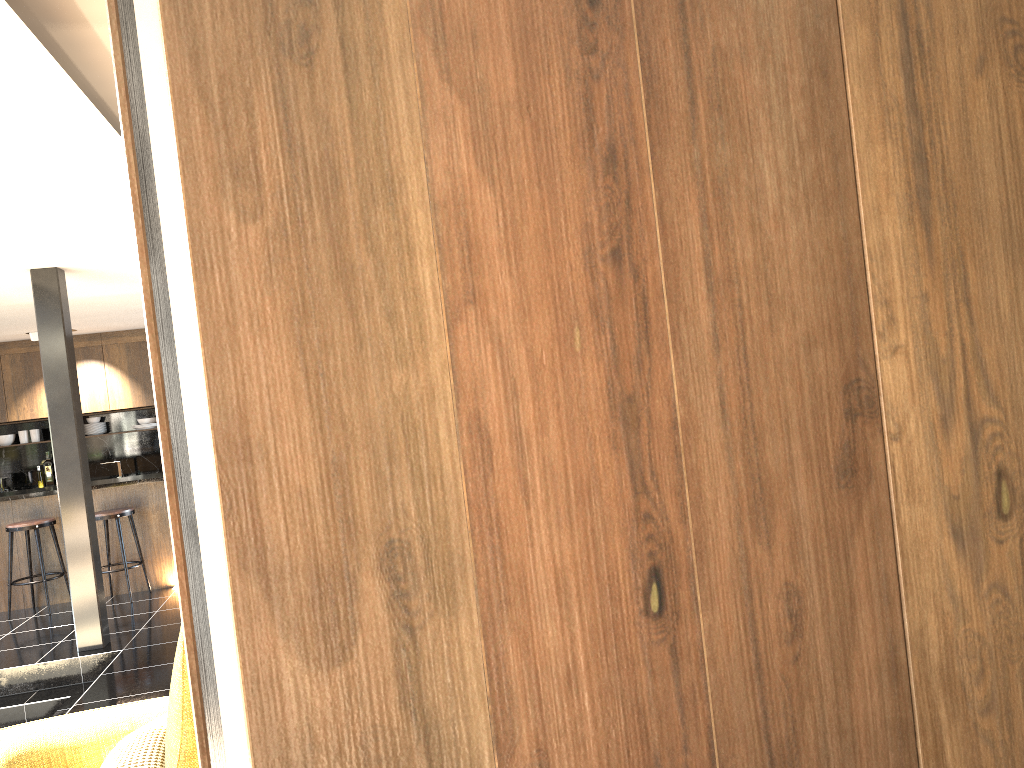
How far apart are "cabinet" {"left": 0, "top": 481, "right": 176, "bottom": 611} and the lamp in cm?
274

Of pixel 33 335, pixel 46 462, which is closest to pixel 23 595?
pixel 33 335

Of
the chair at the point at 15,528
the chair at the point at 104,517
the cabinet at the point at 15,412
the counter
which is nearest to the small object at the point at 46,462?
the cabinet at the point at 15,412

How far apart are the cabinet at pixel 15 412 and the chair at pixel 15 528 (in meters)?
3.31

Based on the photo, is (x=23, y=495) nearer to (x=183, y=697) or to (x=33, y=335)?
(x=33, y=335)

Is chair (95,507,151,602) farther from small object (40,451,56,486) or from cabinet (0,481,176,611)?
small object (40,451,56,486)

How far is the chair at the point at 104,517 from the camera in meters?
7.7 m

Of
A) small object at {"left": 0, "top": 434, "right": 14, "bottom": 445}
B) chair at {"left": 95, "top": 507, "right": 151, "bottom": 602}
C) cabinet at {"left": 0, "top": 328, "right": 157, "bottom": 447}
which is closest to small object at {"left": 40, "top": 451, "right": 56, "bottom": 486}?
small object at {"left": 0, "top": 434, "right": 14, "bottom": 445}

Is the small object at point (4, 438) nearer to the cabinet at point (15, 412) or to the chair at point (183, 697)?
the cabinet at point (15, 412)

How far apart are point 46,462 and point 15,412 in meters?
0.9
